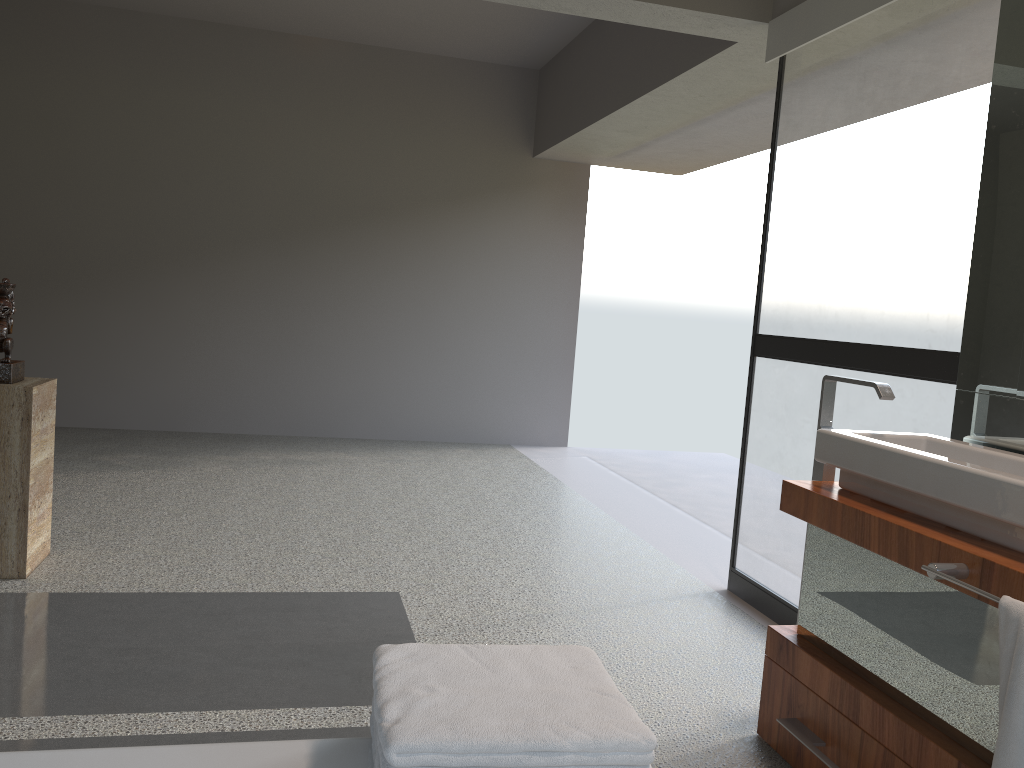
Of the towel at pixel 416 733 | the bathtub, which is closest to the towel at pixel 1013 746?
the towel at pixel 416 733

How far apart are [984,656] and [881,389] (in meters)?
0.77

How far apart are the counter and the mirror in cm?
38

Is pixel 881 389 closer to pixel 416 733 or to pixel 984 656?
pixel 984 656

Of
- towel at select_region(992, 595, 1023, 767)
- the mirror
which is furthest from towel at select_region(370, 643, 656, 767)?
the mirror

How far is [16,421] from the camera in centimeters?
314cm

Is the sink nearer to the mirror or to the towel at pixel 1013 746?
the mirror

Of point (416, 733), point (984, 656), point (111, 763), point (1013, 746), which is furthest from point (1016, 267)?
point (111, 763)

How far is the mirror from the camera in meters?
2.2 m

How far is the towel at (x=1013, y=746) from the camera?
1.5m
